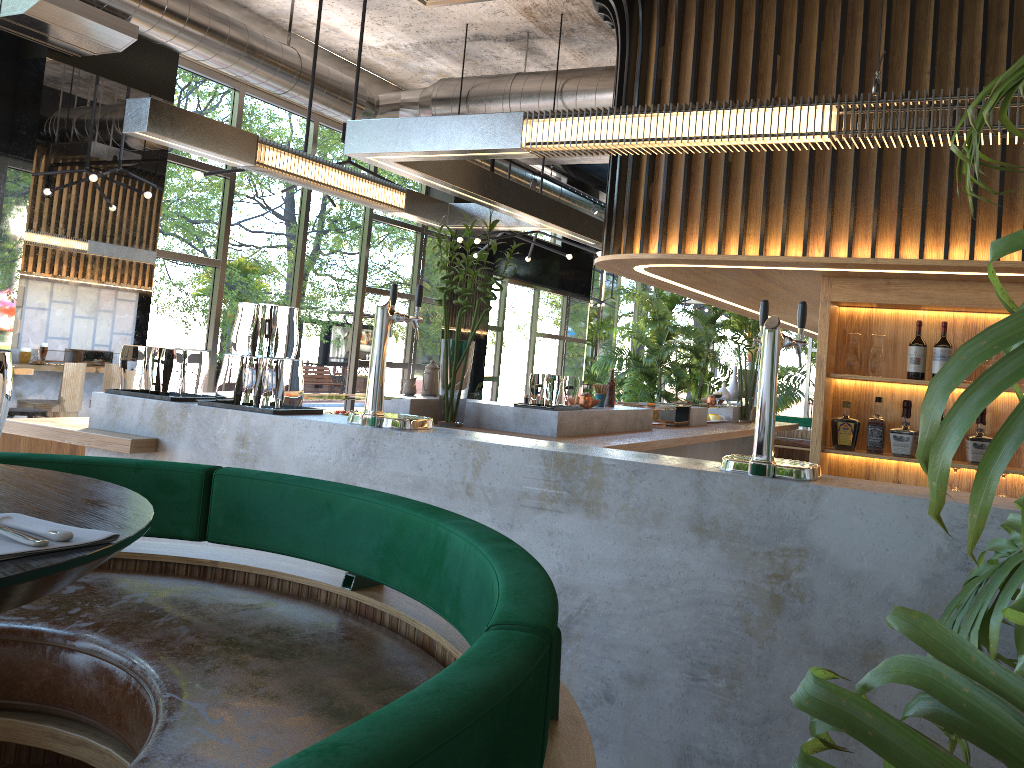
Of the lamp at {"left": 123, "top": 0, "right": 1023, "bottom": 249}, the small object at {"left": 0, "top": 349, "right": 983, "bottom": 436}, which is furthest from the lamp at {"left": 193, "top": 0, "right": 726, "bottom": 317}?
the small object at {"left": 0, "top": 349, "right": 983, "bottom": 436}

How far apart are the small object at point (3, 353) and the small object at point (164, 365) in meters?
2.6 m

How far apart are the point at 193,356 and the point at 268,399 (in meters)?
0.57

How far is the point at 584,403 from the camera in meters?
5.8 m

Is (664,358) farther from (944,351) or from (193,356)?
(193,356)

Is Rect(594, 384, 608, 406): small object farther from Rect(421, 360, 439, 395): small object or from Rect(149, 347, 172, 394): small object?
Rect(149, 347, 172, 394): small object

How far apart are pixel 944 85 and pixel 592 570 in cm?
267

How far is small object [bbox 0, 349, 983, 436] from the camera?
1.2 meters

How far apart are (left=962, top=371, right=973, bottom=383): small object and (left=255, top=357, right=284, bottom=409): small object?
3.1m

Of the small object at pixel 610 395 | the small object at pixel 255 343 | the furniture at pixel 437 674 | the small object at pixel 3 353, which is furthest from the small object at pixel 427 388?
the small object at pixel 3 353
